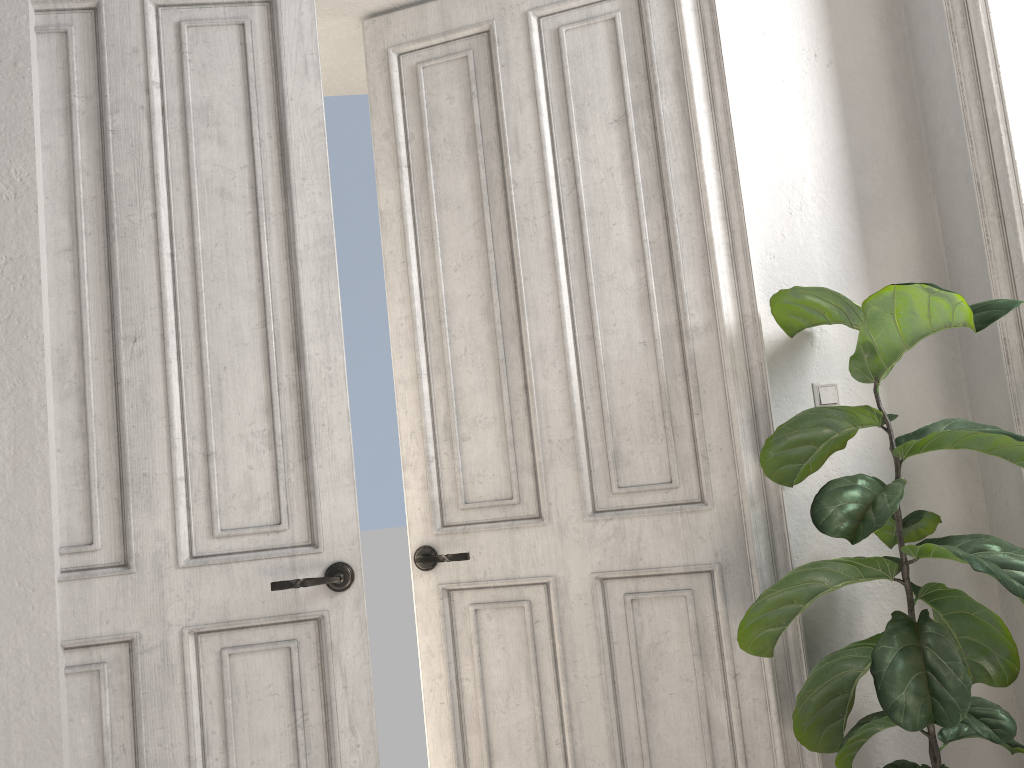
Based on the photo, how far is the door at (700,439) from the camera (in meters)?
2.56

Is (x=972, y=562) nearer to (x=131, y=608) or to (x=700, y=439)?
(x=700, y=439)

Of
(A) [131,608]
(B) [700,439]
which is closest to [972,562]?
(B) [700,439]

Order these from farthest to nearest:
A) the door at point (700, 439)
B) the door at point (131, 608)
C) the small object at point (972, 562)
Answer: the door at point (700, 439) → the door at point (131, 608) → the small object at point (972, 562)

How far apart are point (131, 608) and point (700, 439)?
1.62m

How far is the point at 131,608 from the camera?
2.3m

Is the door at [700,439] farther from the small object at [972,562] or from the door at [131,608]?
the door at [131,608]

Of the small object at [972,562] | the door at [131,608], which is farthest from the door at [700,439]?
the door at [131,608]

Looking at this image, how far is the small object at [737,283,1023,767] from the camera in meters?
1.9 m

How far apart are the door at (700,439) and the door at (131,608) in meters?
0.3
